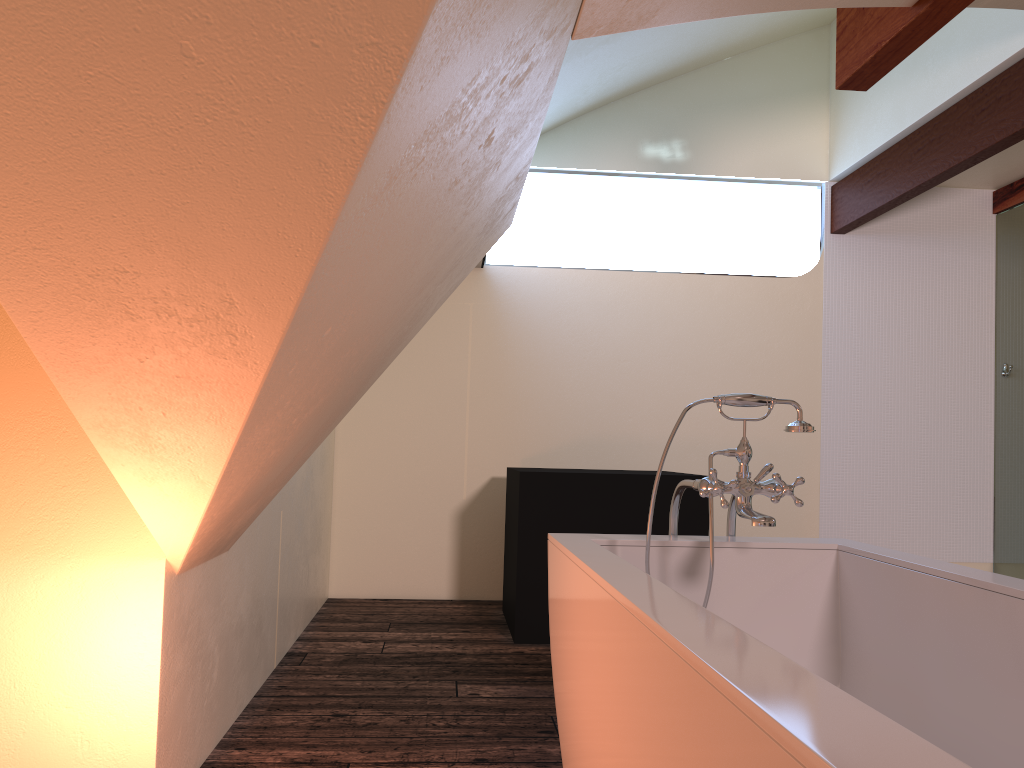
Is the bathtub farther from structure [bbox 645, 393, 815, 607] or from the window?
the window

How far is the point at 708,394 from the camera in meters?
5.2 m

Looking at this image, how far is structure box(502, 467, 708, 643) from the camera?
3.9 meters

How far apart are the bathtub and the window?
3.5m

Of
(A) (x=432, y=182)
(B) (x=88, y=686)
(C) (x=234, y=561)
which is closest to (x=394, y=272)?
(A) (x=432, y=182)

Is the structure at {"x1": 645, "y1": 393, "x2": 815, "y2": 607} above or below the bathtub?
above

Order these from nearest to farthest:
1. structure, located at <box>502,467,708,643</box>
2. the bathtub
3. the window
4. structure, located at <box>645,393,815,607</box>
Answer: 1. the bathtub
2. structure, located at <box>645,393,815,607</box>
3. structure, located at <box>502,467,708,643</box>
4. the window

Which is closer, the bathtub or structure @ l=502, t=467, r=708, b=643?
the bathtub

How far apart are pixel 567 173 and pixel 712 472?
3.6m

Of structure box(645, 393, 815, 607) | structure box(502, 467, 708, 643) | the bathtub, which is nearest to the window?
structure box(502, 467, 708, 643)
